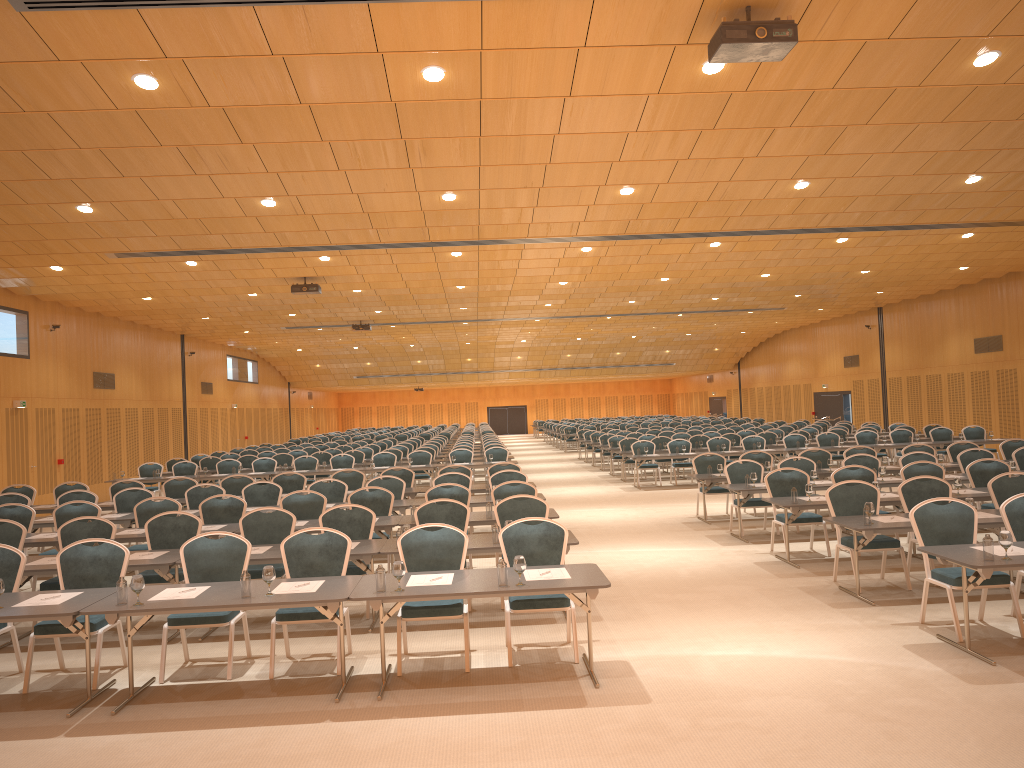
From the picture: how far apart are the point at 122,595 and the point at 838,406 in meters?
33.5 m

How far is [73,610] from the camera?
6.29m

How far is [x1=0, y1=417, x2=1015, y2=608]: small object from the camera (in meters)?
6.35

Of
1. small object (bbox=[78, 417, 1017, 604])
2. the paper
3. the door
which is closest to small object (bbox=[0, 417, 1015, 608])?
small object (bbox=[78, 417, 1017, 604])

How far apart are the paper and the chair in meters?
0.3 m

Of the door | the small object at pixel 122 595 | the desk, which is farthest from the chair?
the door

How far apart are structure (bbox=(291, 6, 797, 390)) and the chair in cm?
382

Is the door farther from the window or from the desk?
the desk

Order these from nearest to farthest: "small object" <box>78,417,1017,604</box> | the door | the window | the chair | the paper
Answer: "small object" <box>78,417,1017,604</box> < the paper < the chair < the window < the door

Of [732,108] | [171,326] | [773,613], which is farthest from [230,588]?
[171,326]
